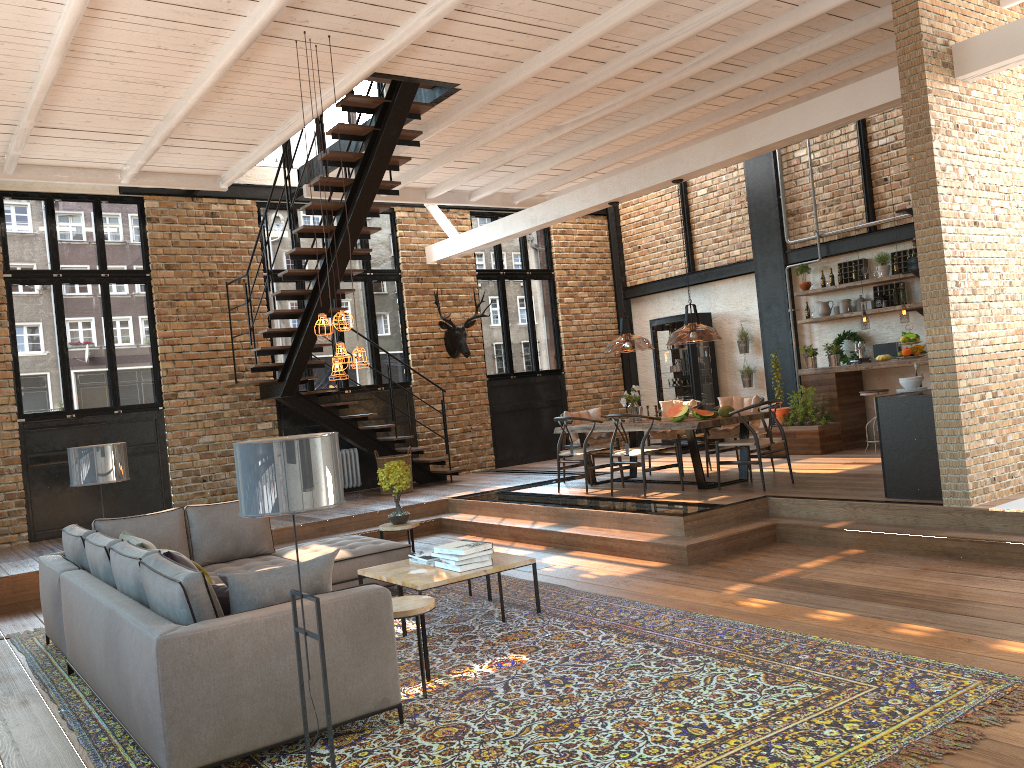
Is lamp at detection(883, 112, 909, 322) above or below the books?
above

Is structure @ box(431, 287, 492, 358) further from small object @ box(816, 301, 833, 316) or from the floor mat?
the floor mat

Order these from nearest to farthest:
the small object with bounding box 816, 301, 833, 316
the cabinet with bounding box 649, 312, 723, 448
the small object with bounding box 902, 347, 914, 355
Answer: the small object with bounding box 902, 347, 914, 355
the small object with bounding box 816, 301, 833, 316
the cabinet with bounding box 649, 312, 723, 448

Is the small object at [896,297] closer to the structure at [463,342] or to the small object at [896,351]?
the small object at [896,351]

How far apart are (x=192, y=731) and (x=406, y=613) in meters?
1.2 m

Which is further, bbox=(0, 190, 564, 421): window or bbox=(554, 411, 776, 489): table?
bbox=(0, 190, 564, 421): window

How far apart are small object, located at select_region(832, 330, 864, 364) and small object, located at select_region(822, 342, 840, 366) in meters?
0.2

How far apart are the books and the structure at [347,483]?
Result: 6.21m

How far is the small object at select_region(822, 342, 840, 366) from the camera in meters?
11.8

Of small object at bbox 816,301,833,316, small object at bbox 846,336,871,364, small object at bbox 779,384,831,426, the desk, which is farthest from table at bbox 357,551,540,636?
small object at bbox 816,301,833,316
